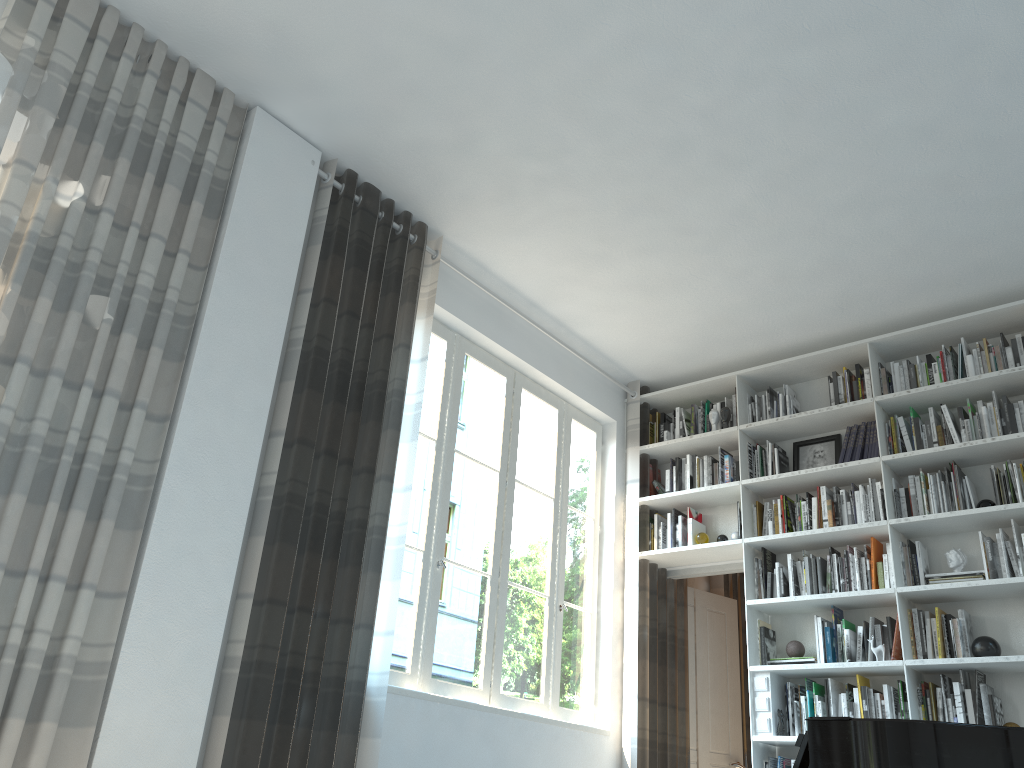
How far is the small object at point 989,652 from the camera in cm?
436

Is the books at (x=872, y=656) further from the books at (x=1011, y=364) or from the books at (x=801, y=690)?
the books at (x=1011, y=364)

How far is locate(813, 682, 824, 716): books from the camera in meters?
4.8

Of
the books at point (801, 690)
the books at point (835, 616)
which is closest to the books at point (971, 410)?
the books at point (835, 616)

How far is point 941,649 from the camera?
4.5 meters

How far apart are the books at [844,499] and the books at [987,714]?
1.20m

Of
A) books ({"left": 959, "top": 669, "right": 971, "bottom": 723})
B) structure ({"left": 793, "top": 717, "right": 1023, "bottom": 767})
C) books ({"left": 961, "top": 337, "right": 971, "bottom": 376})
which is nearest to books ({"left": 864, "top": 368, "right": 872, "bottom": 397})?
books ({"left": 961, "top": 337, "right": 971, "bottom": 376})

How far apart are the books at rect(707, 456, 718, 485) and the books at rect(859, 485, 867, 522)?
1.0m

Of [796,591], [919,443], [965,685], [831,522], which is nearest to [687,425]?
[831,522]

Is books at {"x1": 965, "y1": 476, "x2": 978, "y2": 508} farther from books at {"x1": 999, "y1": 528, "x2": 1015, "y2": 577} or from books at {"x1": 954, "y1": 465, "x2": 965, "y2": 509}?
books at {"x1": 999, "y1": 528, "x2": 1015, "y2": 577}
